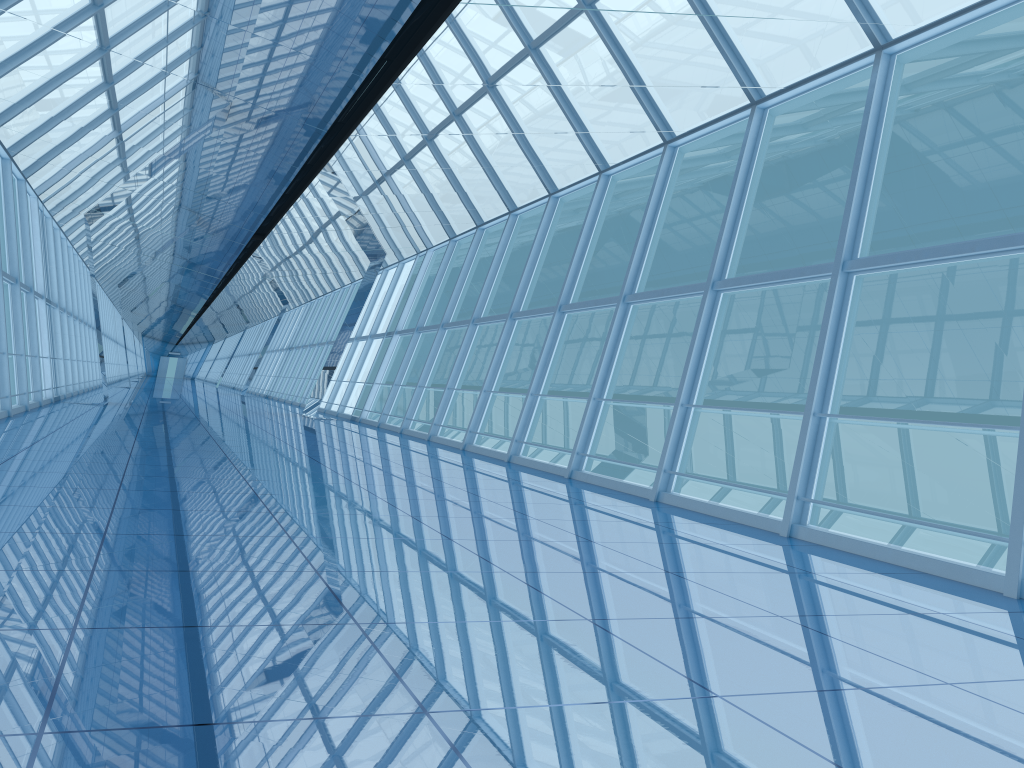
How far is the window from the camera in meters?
8.2

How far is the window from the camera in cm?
822

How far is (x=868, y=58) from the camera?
8.2 meters
